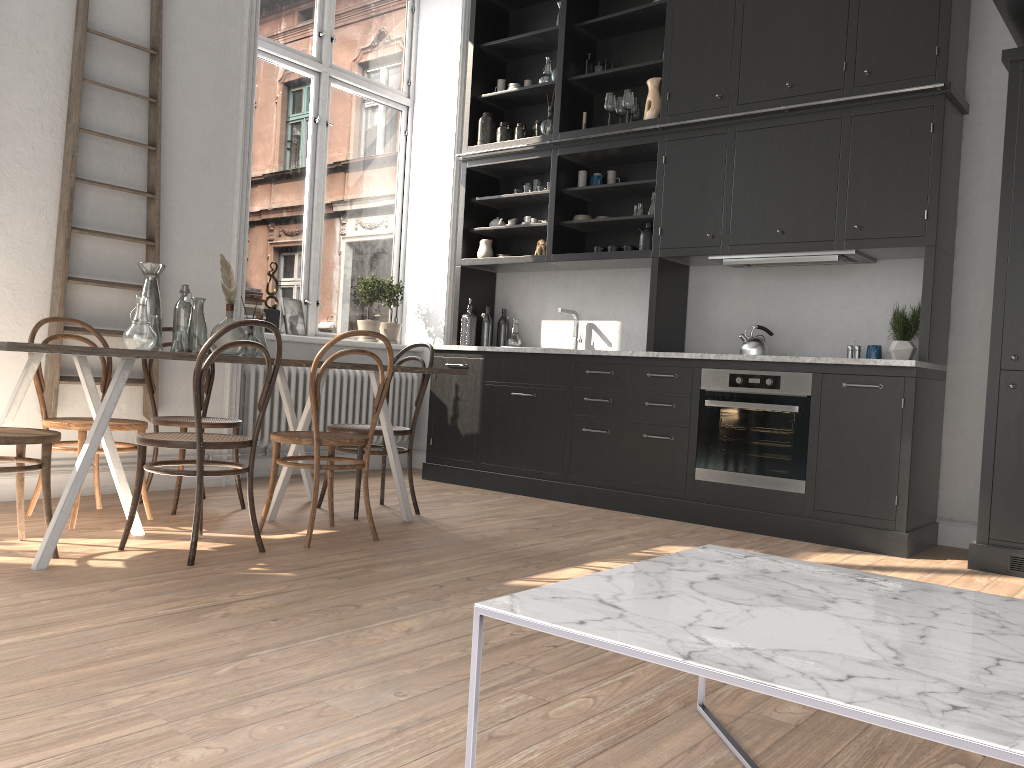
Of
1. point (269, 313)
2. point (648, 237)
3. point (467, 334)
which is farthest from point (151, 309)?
point (648, 237)

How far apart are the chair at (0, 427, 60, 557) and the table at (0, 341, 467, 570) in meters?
0.2

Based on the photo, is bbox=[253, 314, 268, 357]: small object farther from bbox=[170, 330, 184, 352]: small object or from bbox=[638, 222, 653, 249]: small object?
bbox=[638, 222, 653, 249]: small object

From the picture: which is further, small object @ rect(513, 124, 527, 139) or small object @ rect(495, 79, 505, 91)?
small object @ rect(495, 79, 505, 91)

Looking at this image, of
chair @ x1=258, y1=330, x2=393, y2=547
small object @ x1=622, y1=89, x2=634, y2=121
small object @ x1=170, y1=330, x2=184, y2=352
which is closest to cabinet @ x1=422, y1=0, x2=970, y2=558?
small object @ x1=622, y1=89, x2=634, y2=121

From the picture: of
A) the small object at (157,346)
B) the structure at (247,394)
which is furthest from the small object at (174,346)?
the structure at (247,394)

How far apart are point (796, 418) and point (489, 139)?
3.0 meters

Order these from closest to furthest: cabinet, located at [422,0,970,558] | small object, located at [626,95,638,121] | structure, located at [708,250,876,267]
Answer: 1. cabinet, located at [422,0,970,558]
2. structure, located at [708,250,876,267]
3. small object, located at [626,95,638,121]

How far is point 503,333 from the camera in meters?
6.5

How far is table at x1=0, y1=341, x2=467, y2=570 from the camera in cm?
307
